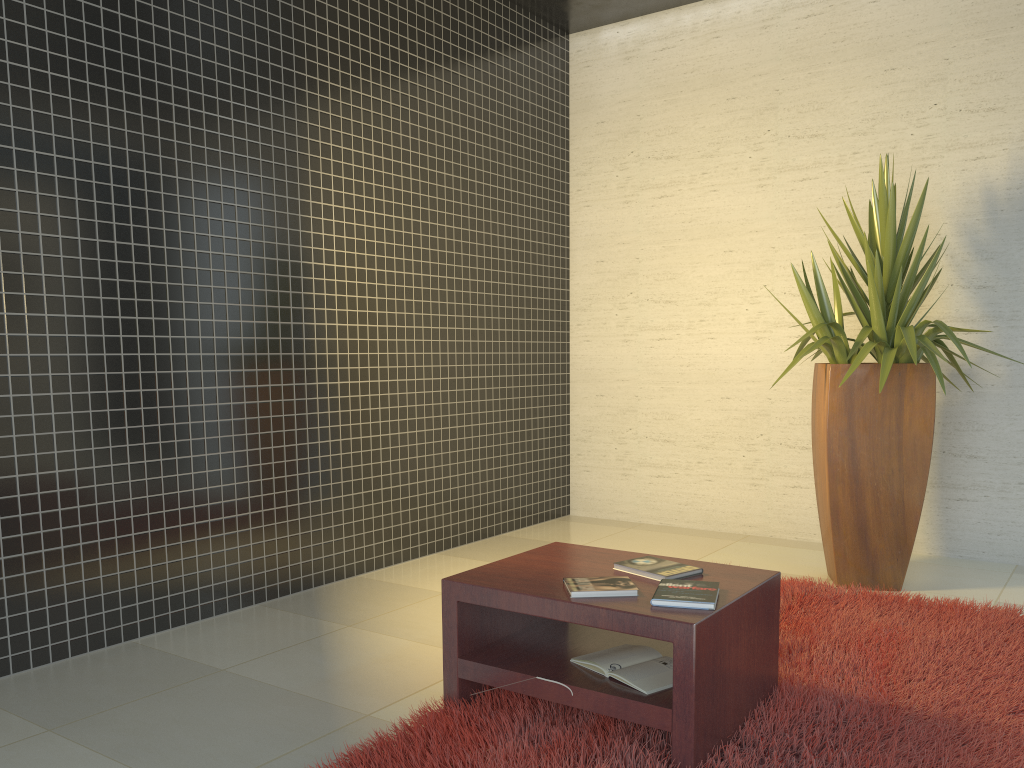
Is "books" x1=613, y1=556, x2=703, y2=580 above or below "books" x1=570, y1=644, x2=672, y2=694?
above

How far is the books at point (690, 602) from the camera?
2.35m

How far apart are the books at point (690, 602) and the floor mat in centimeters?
35cm

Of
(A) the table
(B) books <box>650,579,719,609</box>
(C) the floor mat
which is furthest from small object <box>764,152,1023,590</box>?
(B) books <box>650,579,719,609</box>

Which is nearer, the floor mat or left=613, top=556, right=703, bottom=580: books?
the floor mat

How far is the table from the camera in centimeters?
226cm

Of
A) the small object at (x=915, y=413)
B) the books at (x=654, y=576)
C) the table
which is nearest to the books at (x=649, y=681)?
the table

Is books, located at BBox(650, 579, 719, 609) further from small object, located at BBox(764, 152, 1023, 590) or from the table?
small object, located at BBox(764, 152, 1023, 590)

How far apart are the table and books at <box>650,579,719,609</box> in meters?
0.0 m

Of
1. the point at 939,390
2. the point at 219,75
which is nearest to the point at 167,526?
the point at 219,75
